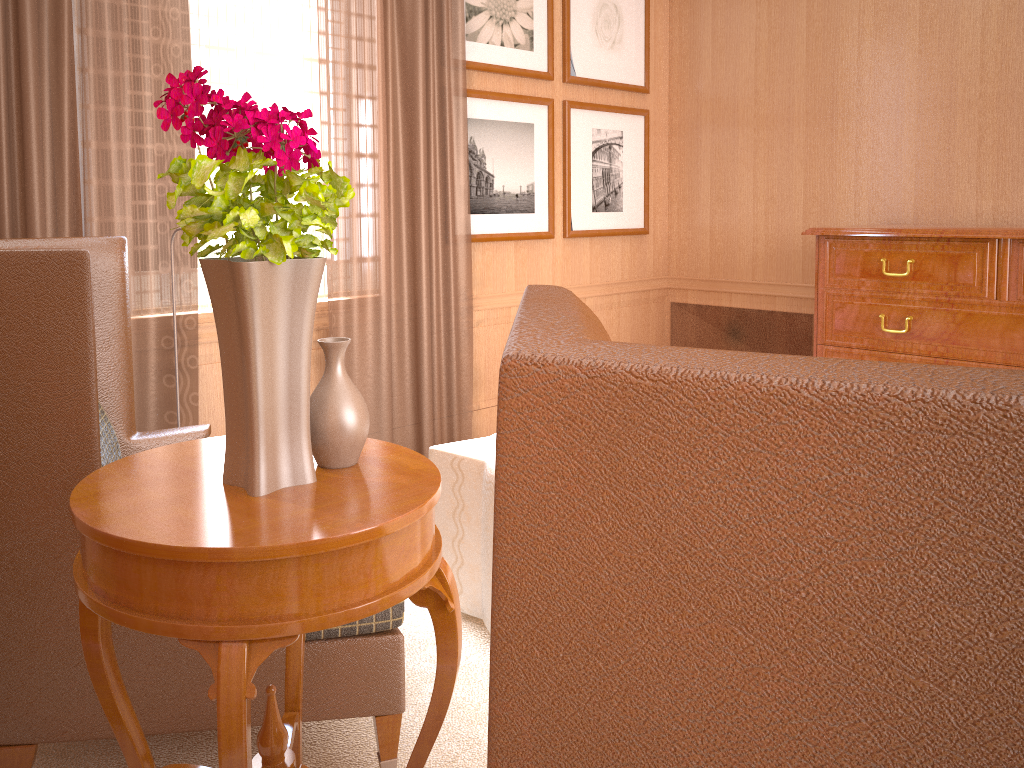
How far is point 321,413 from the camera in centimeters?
245cm

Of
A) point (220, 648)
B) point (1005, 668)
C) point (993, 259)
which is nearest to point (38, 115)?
point (220, 648)

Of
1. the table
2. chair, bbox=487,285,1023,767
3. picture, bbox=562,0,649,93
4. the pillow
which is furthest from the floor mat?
picture, bbox=562,0,649,93

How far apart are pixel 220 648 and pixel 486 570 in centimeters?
246cm

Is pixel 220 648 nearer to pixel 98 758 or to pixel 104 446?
pixel 98 758

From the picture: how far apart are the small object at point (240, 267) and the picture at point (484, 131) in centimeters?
476cm

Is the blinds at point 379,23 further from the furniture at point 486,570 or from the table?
the table

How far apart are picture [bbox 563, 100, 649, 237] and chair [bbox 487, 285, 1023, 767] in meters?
6.8 m

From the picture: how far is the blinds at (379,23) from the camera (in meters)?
6.13

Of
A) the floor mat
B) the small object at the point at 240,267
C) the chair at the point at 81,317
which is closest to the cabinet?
the floor mat
